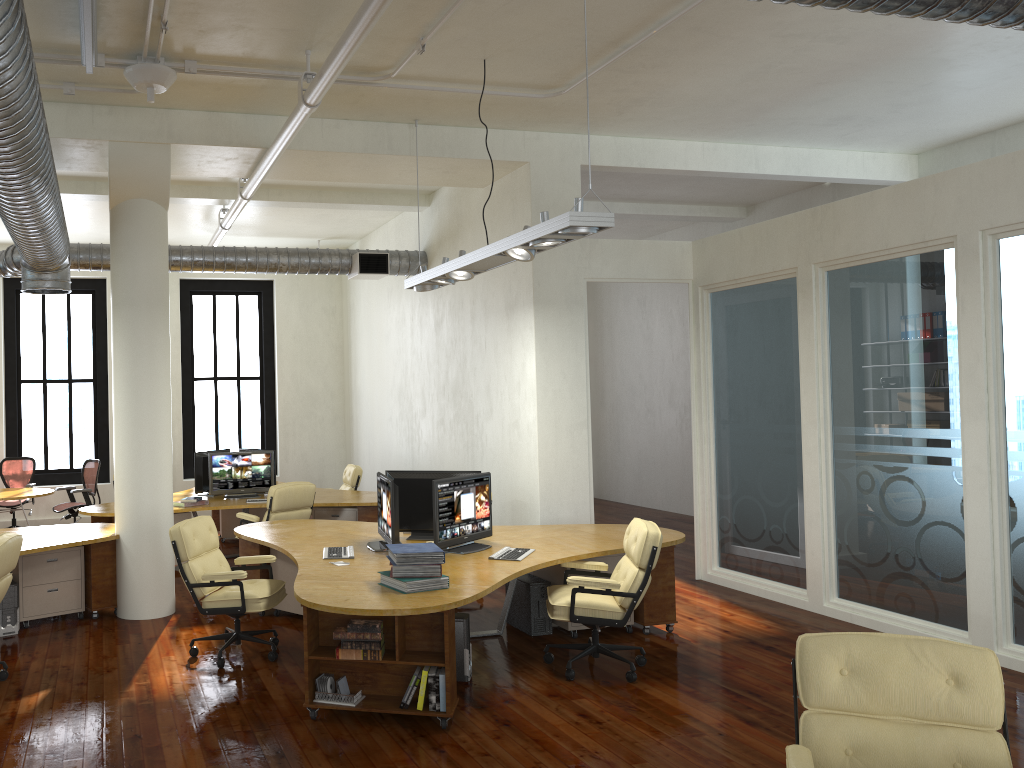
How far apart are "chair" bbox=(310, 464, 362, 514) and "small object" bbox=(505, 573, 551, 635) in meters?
4.5

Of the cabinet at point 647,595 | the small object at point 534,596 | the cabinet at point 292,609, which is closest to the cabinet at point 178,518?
the cabinet at point 292,609

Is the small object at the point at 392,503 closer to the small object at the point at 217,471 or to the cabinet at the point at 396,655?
the cabinet at the point at 396,655

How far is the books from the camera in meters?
5.3 m

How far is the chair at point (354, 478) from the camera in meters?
11.7

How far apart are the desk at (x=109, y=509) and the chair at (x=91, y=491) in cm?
142

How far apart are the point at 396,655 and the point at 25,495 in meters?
7.8

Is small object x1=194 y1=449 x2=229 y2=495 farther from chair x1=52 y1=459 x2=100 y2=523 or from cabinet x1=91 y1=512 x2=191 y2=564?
chair x1=52 y1=459 x2=100 y2=523

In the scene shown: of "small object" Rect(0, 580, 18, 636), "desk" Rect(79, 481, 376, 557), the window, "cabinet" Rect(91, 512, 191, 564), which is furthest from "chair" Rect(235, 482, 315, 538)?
the window

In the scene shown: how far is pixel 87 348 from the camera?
20.8m
